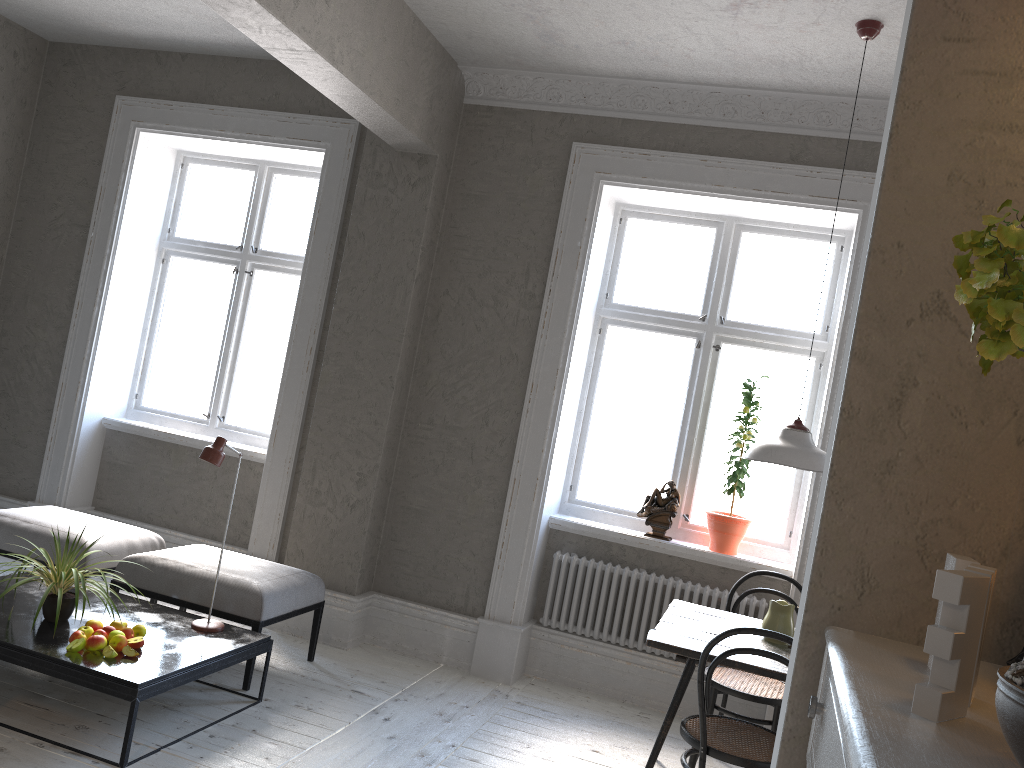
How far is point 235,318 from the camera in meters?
5.9 m

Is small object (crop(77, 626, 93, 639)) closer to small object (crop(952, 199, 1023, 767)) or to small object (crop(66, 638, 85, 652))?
small object (crop(66, 638, 85, 652))

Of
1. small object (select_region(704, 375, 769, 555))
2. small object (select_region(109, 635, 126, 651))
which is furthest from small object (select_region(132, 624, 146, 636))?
small object (select_region(704, 375, 769, 555))

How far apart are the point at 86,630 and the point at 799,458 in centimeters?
285cm

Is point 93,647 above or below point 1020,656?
below

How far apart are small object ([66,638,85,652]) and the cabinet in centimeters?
299cm

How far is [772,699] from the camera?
3.79m

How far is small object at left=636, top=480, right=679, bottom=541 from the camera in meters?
4.8

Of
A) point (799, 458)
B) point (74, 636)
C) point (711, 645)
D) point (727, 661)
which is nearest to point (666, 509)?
point (799, 458)

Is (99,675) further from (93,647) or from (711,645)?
(711,645)
